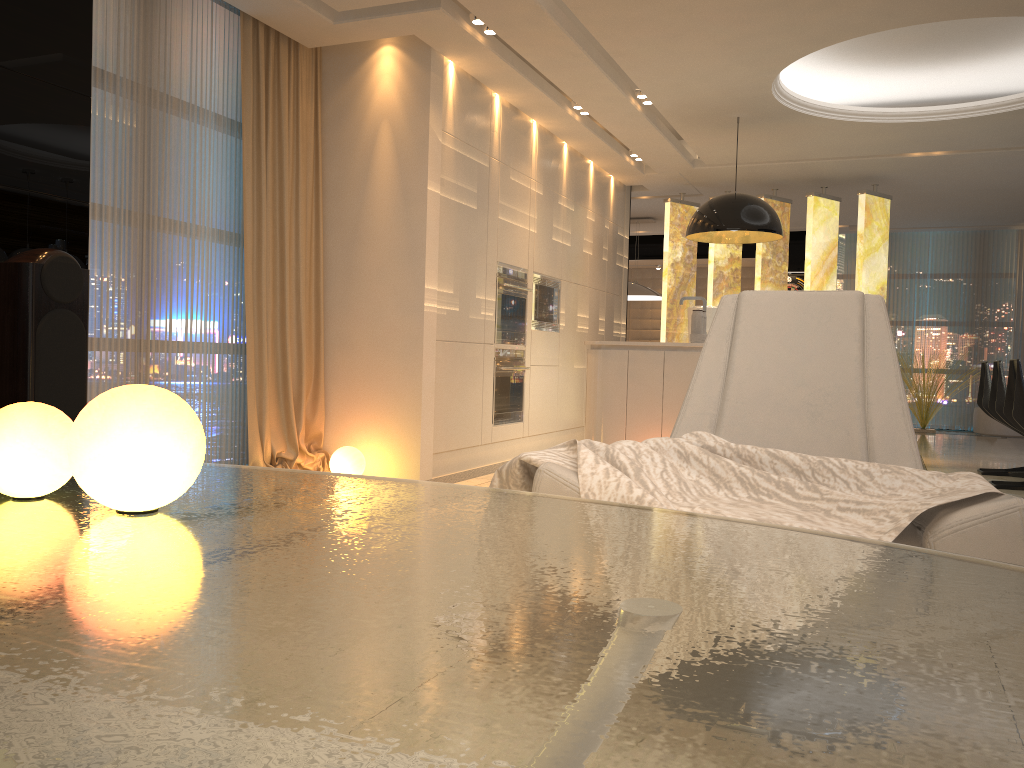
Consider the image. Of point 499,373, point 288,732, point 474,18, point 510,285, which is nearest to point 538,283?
point 510,285

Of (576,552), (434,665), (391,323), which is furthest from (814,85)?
(434,665)

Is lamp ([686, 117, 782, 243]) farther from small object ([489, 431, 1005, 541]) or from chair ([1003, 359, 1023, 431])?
small object ([489, 431, 1005, 541])

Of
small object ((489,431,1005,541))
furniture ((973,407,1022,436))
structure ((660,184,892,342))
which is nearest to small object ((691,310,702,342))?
small object ((489,431,1005,541))

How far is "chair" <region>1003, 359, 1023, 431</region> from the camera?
5.03m

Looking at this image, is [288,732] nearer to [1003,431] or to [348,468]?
[348,468]

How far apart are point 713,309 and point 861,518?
4.82m

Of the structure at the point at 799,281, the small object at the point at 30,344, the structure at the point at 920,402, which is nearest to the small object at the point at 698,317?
the small object at the point at 30,344

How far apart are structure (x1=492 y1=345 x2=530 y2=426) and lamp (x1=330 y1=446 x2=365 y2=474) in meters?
1.4

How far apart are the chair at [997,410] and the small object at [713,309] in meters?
1.9
